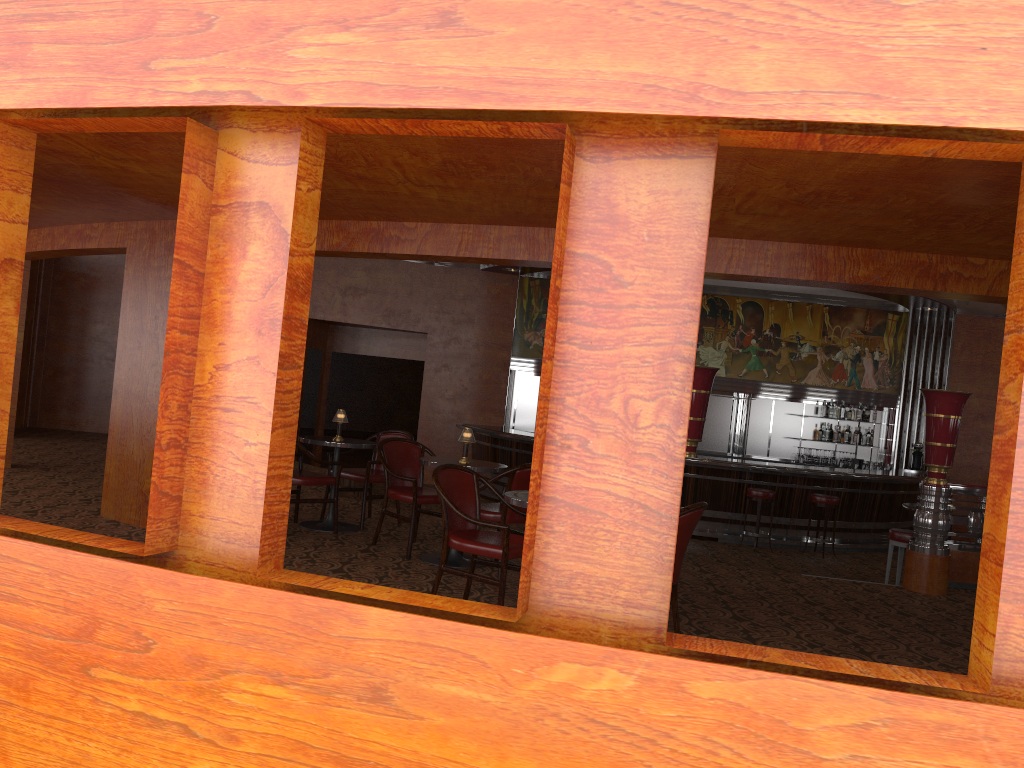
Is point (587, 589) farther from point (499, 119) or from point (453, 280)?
point (453, 280)

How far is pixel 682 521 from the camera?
4.30m

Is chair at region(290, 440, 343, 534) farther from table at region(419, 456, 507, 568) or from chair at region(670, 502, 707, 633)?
chair at region(670, 502, 707, 633)

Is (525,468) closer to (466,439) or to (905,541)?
(466,439)

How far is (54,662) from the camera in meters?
2.9

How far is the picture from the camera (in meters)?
14.21

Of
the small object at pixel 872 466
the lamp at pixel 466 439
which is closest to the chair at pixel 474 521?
the lamp at pixel 466 439

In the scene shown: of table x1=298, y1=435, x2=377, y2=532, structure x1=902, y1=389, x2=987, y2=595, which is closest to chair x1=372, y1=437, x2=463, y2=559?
table x1=298, y1=435, x2=377, y2=532

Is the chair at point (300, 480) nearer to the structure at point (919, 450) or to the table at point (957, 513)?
the table at point (957, 513)

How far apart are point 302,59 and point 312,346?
11.8 meters
